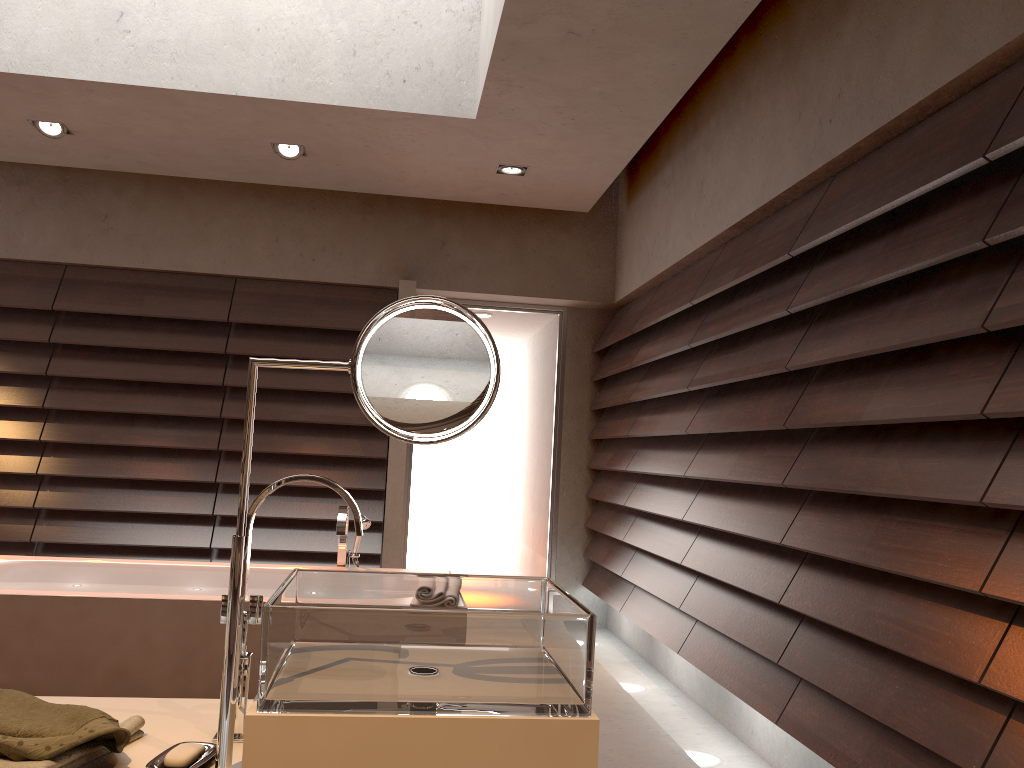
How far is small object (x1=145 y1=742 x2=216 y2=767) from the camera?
1.1 meters

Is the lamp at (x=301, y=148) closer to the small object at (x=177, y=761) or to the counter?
the counter

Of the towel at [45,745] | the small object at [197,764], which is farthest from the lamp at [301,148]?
the small object at [197,764]

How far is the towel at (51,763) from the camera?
1.0 meters

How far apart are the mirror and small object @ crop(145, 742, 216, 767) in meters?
0.0 m

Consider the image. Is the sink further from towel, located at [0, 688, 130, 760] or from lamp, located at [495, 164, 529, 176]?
lamp, located at [495, 164, 529, 176]

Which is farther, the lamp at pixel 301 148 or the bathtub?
the lamp at pixel 301 148

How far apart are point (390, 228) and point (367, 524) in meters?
2.3 m

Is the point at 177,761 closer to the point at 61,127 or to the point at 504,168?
the point at 504,168

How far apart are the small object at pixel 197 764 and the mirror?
0.03m
